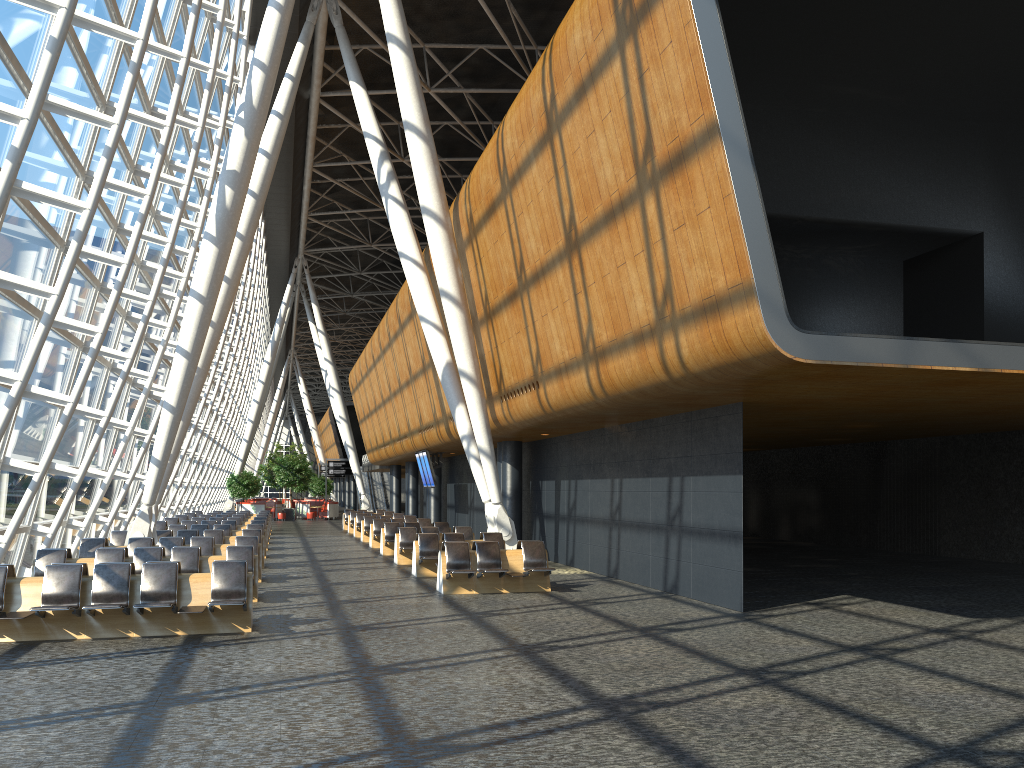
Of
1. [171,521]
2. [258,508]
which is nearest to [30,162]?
[171,521]

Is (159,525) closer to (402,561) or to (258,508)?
(402,561)

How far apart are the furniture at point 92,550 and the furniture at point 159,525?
8.6 meters

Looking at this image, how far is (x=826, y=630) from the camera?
10.9m

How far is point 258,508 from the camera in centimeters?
4848cm

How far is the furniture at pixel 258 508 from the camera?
48.47m

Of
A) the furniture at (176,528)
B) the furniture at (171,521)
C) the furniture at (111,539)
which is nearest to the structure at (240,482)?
the furniture at (171,521)

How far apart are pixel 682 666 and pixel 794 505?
22.73m

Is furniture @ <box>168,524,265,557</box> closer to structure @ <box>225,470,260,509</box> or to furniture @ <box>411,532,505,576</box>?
furniture @ <box>411,532,505,576</box>

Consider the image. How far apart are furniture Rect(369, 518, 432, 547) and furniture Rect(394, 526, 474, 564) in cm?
528
